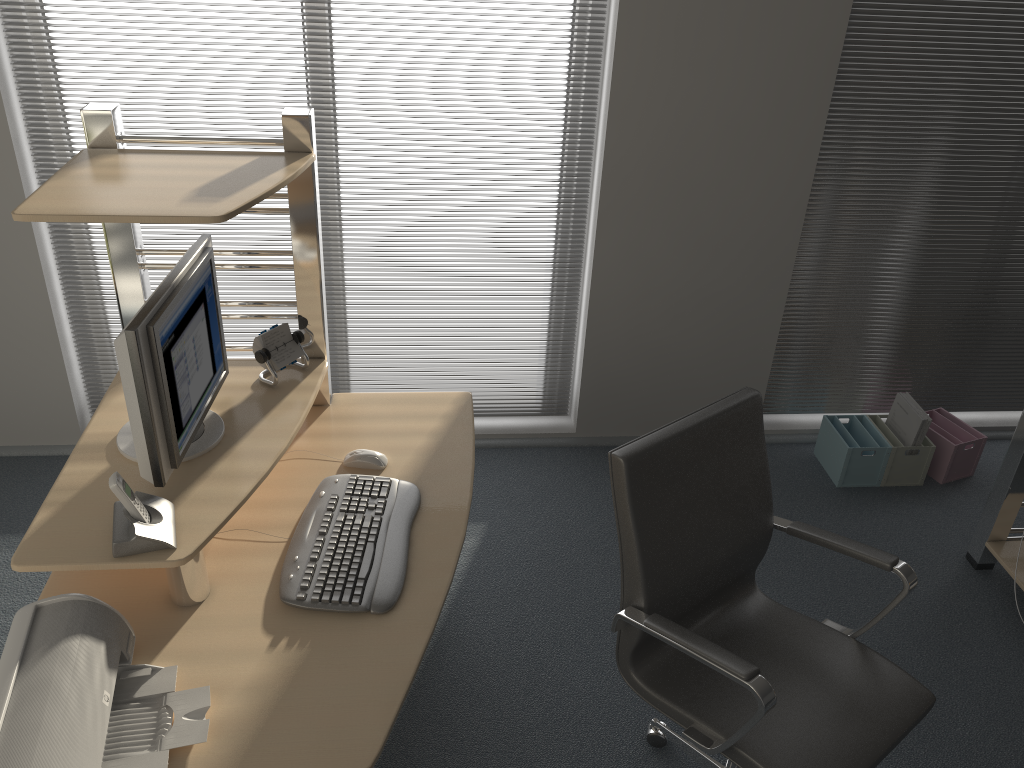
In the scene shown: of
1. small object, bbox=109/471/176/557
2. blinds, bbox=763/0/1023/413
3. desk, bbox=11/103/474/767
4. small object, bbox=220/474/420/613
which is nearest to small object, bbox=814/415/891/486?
blinds, bbox=763/0/1023/413

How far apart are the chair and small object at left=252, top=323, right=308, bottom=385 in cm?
96

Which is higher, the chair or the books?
the chair

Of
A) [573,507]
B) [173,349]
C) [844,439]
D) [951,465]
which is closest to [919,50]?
[844,439]

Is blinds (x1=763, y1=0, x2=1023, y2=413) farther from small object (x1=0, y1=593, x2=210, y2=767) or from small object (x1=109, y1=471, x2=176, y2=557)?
small object (x1=0, y1=593, x2=210, y2=767)

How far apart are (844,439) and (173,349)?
2.7m

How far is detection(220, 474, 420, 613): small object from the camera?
1.9 meters

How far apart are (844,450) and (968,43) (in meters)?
1.56

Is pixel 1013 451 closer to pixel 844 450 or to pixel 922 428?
pixel 922 428

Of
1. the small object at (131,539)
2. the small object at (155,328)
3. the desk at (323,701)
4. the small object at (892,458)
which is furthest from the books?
the small object at (131,539)
